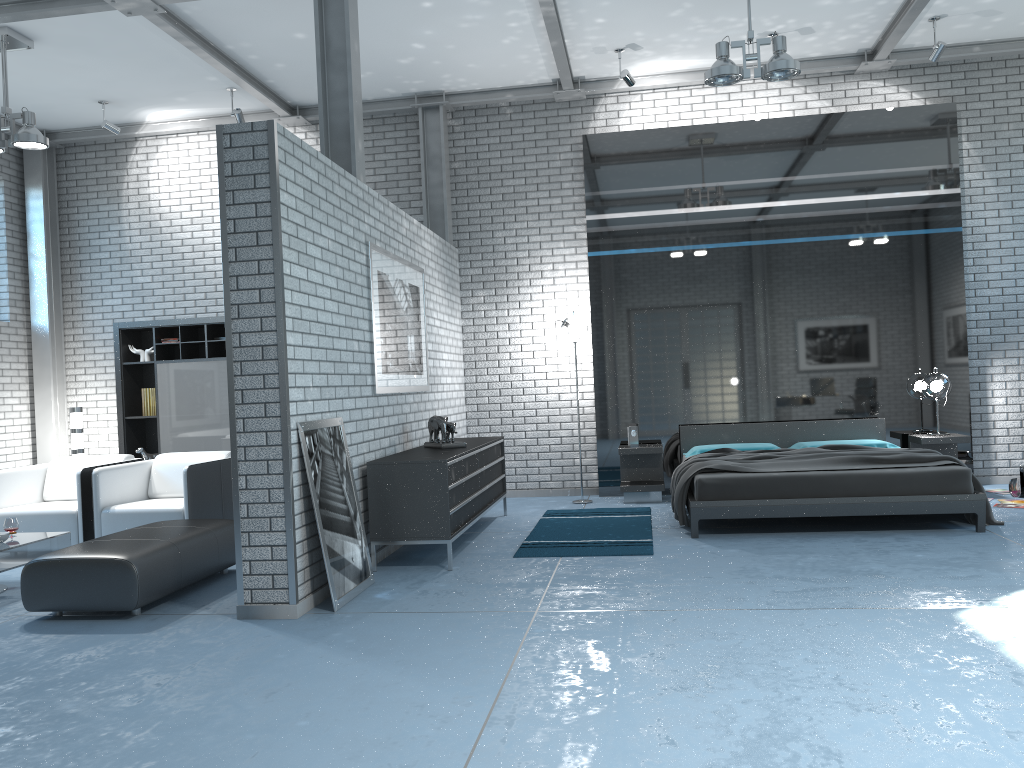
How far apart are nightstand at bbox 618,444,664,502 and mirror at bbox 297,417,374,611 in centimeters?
341cm

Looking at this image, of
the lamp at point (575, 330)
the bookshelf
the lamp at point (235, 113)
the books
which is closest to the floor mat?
the lamp at point (575, 330)

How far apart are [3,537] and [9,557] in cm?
25

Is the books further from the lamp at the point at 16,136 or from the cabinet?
the cabinet

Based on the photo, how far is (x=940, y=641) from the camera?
3.6 meters

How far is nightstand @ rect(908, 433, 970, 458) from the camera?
7.6 meters

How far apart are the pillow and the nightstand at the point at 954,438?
0.4m

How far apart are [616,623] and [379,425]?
2.49m

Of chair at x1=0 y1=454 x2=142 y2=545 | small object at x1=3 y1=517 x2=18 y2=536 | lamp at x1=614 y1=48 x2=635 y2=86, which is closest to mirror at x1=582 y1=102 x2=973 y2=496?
lamp at x1=614 y1=48 x2=635 y2=86

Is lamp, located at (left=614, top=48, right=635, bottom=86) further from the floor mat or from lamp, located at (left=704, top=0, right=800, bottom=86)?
the floor mat
